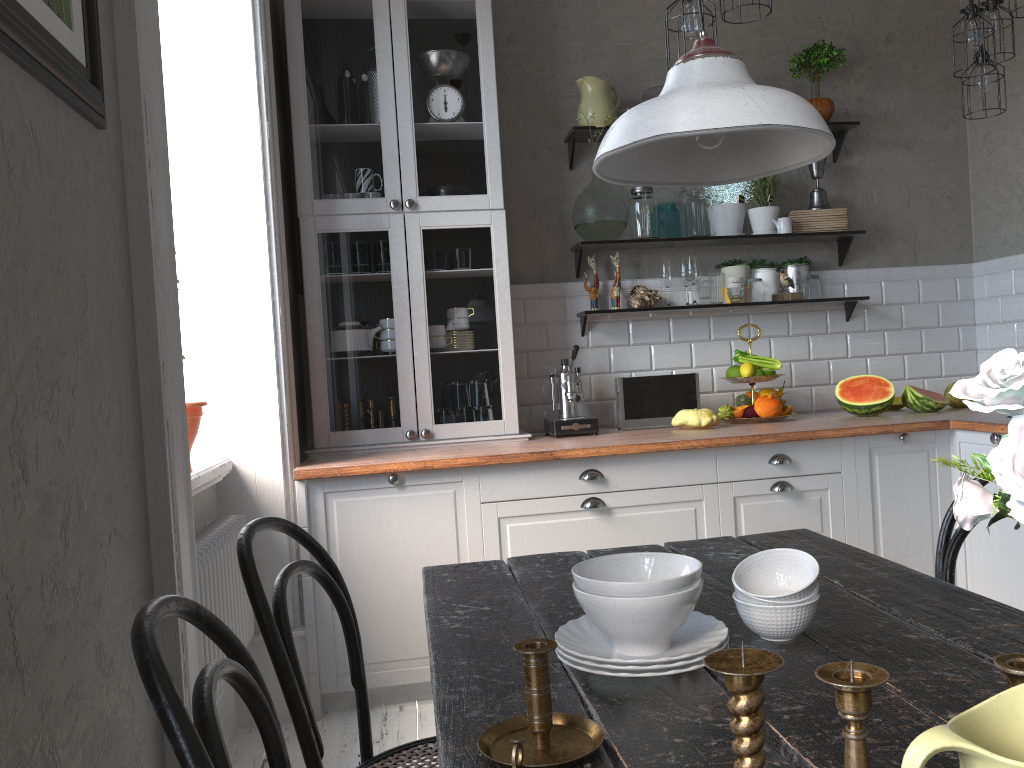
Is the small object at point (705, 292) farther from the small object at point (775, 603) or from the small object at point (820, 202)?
the small object at point (775, 603)

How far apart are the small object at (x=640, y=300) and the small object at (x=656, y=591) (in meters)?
2.63

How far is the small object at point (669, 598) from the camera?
1.13m

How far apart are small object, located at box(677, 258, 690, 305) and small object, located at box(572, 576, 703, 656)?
2.90m

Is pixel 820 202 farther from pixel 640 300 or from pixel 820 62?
pixel 640 300

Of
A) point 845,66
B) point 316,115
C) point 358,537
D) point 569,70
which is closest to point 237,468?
point 358,537

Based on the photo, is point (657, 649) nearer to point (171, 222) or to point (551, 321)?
point (171, 222)

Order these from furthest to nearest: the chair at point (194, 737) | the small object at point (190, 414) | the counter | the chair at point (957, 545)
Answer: the counter → the small object at point (190, 414) → the chair at point (957, 545) → the chair at point (194, 737)

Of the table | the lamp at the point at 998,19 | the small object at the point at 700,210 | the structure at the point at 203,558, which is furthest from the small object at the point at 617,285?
the table

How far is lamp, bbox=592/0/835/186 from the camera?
1.23m
